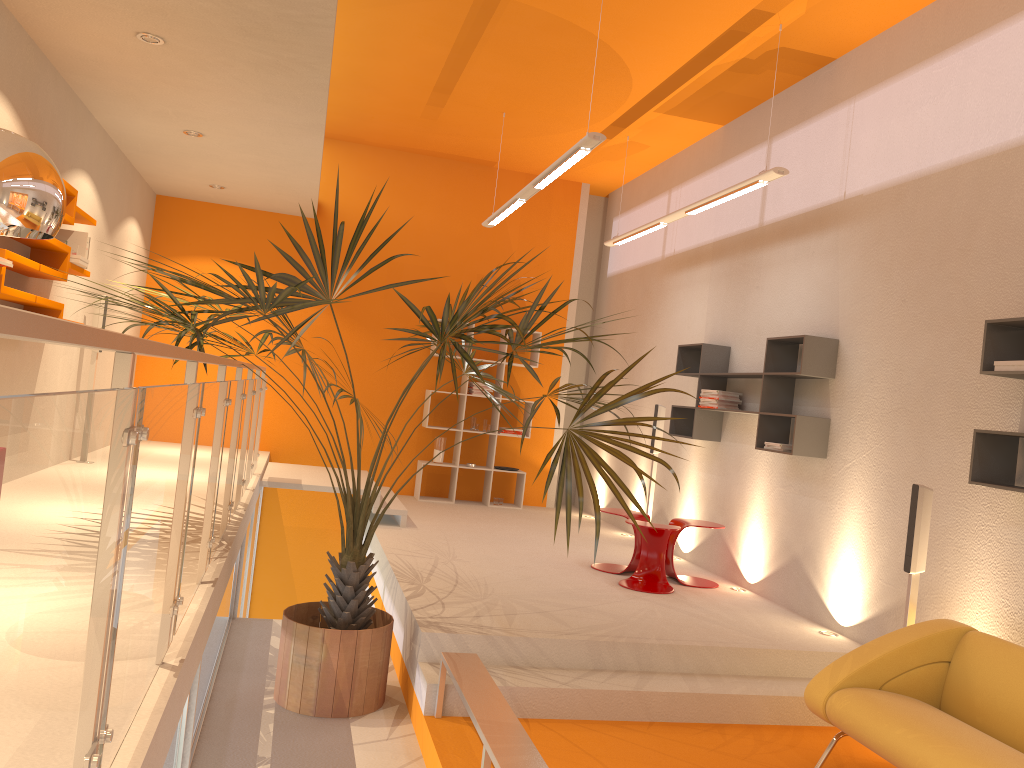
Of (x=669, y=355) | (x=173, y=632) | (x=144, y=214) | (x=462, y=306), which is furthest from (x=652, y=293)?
(x=173, y=632)

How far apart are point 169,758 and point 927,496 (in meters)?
3.62

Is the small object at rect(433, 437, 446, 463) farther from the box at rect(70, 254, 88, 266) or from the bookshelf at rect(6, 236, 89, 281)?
the box at rect(70, 254, 88, 266)

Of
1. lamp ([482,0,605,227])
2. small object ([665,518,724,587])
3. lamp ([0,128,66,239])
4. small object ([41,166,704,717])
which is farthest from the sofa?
lamp ([0,128,66,239])

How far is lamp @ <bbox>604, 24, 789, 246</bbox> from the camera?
5.7 meters

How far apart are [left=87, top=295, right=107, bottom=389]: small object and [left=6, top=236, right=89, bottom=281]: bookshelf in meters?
1.0 m

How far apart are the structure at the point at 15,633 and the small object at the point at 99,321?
1.40m

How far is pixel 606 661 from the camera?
4.69m

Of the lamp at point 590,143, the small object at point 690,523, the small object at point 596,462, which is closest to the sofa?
the small object at point 596,462

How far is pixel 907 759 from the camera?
3.4m
